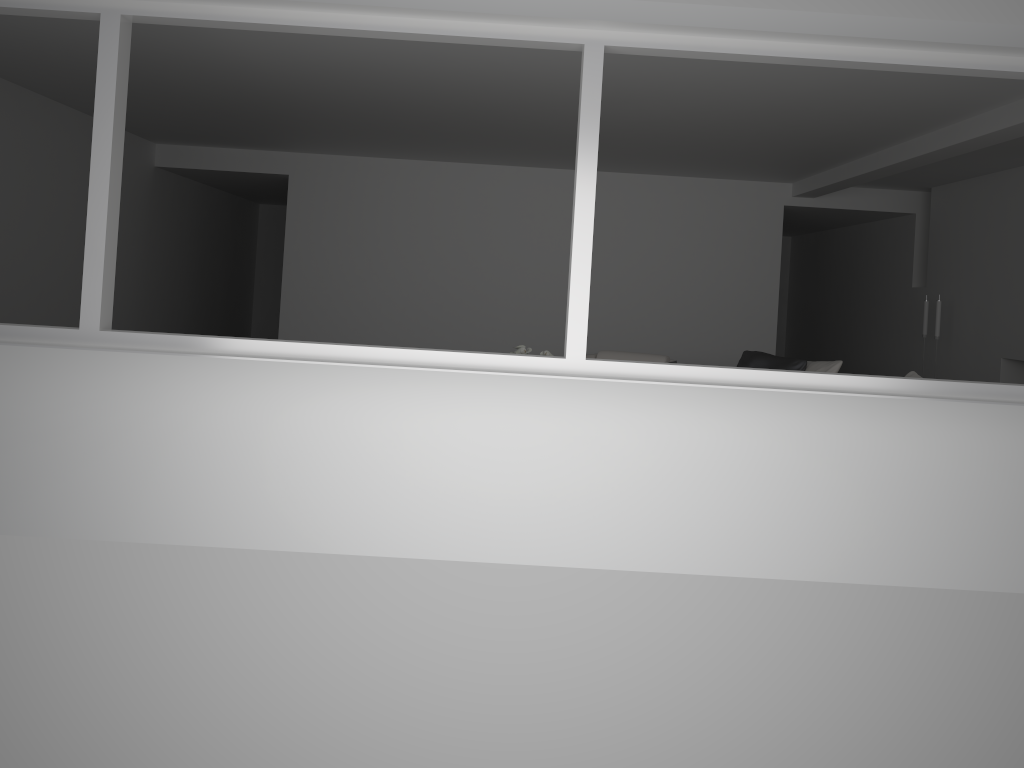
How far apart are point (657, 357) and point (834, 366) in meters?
1.6 m

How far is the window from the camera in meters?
3.4 m

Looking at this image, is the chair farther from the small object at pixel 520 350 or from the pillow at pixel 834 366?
the small object at pixel 520 350

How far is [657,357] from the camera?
7.8m

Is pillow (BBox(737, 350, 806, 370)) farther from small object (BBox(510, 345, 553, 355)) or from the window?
the window

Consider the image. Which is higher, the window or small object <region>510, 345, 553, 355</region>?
the window

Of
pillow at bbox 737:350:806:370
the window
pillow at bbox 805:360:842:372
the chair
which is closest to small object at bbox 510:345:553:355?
the chair

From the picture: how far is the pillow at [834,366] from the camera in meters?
6.7

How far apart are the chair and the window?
4.16m

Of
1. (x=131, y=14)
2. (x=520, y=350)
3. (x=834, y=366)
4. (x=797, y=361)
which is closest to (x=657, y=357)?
(x=797, y=361)
